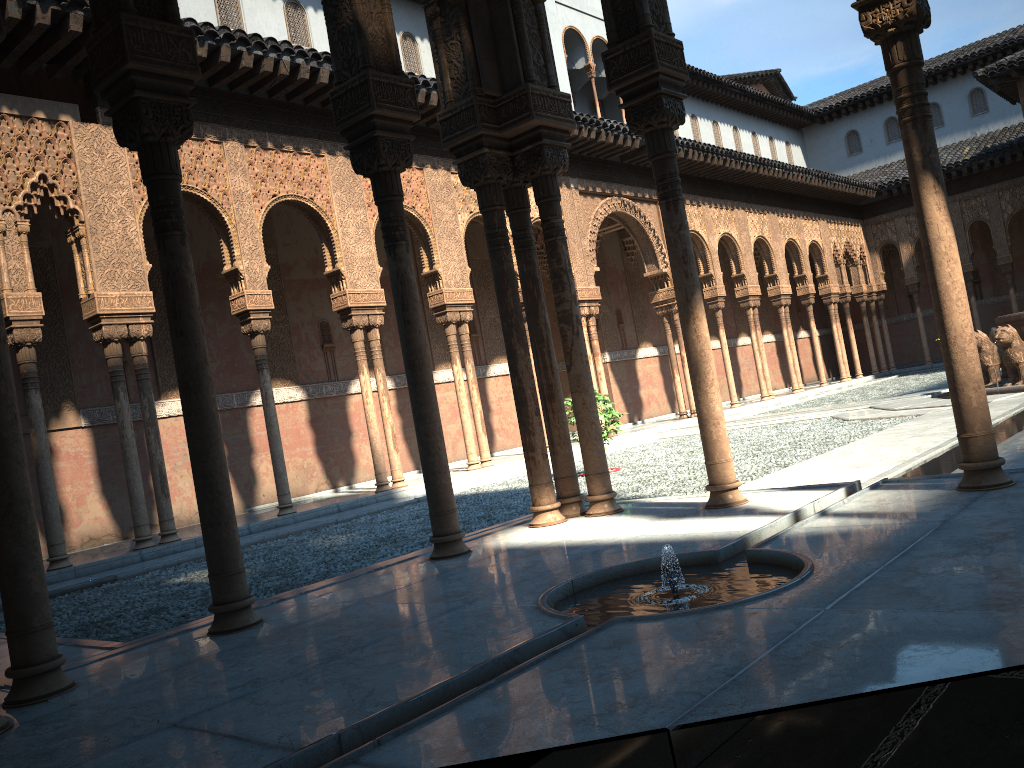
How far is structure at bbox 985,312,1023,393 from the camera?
14.43m

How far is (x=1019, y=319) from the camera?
14.4m

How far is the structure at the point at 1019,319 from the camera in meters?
14.4
